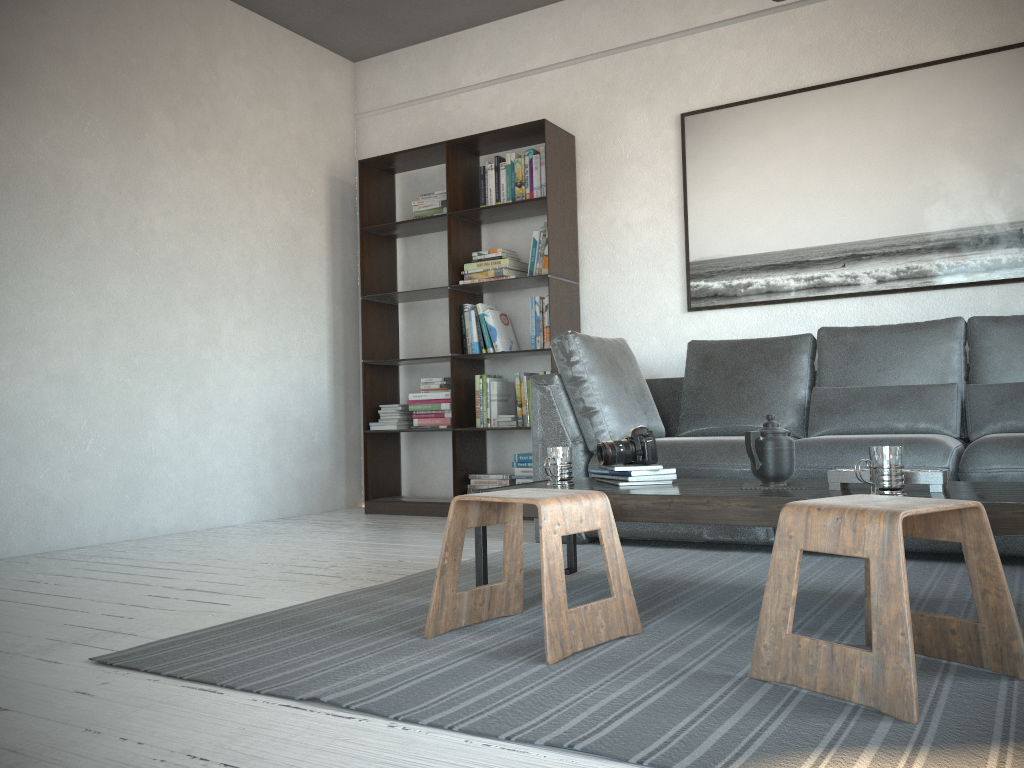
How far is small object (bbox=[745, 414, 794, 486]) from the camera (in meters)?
2.35

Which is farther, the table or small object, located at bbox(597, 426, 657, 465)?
small object, located at bbox(597, 426, 657, 465)

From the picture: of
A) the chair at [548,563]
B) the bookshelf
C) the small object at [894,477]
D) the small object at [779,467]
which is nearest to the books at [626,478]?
the small object at [779,467]

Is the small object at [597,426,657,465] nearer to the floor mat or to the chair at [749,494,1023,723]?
the floor mat

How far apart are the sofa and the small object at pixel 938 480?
0.9 meters

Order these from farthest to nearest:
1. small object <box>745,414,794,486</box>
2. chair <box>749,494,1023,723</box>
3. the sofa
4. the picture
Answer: the picture → the sofa → small object <box>745,414,794,486</box> → chair <box>749,494,1023,723</box>

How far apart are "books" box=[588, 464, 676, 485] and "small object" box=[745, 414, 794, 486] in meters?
0.3

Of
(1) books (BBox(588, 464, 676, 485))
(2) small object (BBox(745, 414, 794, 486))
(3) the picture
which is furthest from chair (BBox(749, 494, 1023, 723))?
(3) the picture

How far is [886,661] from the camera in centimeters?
150cm

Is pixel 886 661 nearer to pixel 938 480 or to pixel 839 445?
pixel 938 480
